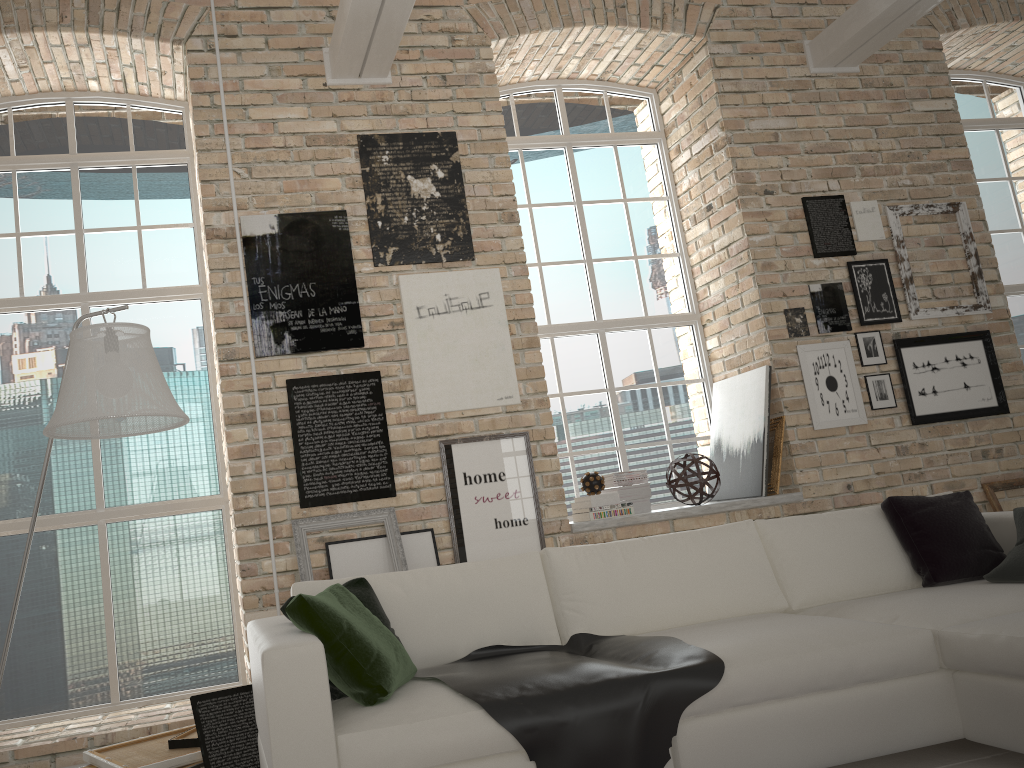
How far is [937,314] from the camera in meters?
5.6

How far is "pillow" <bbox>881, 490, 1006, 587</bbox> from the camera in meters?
3.5 m

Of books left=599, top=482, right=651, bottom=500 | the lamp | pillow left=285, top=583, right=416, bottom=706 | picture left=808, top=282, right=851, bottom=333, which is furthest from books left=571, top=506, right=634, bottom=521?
the lamp

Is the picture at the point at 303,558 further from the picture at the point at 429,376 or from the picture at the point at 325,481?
the picture at the point at 429,376

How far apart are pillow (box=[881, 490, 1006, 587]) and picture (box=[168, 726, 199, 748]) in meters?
3.0 m

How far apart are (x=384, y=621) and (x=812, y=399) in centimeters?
339cm

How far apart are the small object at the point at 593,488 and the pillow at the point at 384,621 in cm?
218

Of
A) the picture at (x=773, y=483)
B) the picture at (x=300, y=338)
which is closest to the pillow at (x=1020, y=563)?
the picture at (x=773, y=483)

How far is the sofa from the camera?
2.4 meters

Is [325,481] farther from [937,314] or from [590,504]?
[937,314]
